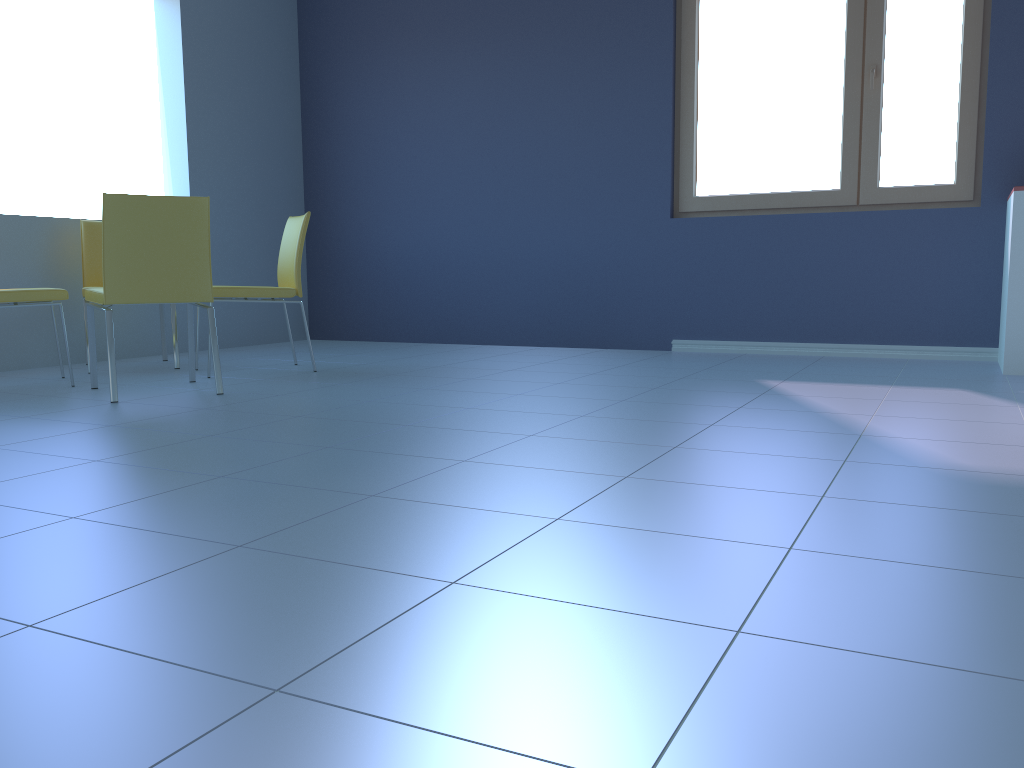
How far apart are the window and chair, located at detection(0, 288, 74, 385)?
3.0m

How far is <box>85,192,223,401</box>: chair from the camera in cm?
297

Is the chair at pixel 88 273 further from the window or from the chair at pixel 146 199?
the window

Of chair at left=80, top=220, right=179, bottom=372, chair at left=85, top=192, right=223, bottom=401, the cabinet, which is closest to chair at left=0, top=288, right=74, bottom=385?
chair at left=85, top=192, right=223, bottom=401

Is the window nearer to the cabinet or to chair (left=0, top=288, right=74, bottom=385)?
the cabinet

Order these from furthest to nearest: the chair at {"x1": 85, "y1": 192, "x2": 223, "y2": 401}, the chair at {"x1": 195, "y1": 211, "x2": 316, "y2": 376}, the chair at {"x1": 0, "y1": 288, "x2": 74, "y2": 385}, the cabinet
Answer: the chair at {"x1": 195, "y1": 211, "x2": 316, "y2": 376} → the cabinet → the chair at {"x1": 0, "y1": 288, "x2": 74, "y2": 385} → the chair at {"x1": 85, "y1": 192, "x2": 223, "y2": 401}

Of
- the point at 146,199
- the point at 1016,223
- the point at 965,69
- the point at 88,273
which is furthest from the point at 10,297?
the point at 965,69

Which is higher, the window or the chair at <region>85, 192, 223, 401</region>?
the window

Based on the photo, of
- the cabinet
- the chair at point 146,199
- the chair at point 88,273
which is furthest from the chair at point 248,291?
the cabinet

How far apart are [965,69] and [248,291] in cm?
340
